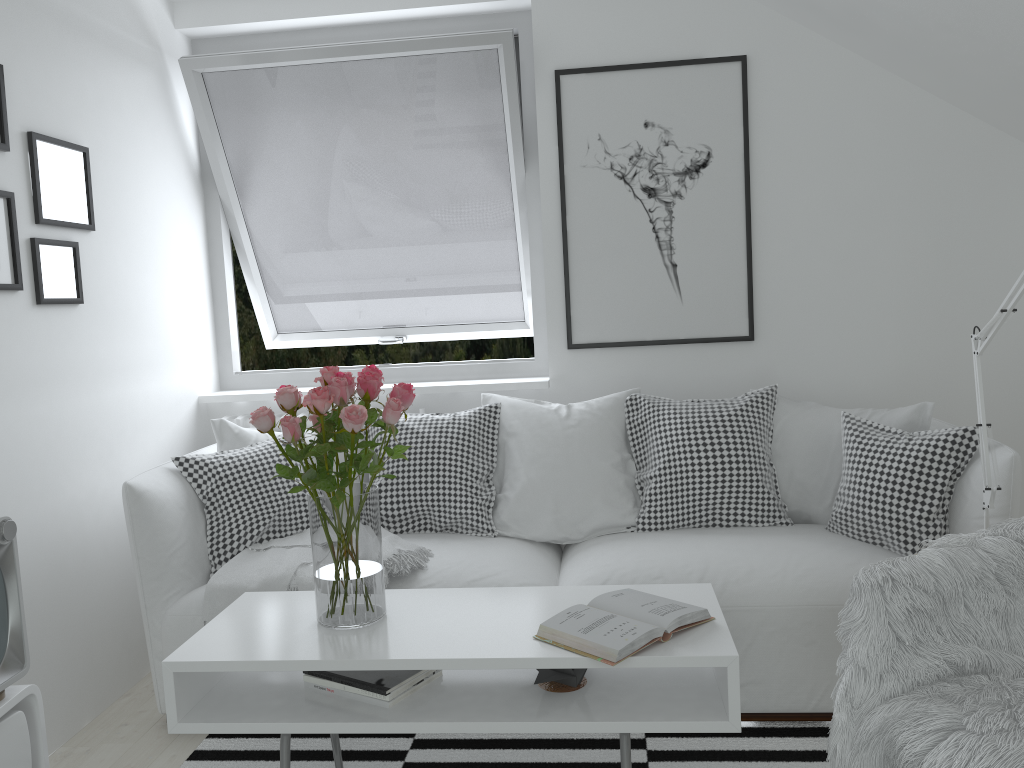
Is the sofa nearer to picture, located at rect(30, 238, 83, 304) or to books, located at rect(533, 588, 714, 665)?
books, located at rect(533, 588, 714, 665)

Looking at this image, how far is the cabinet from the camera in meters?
1.8

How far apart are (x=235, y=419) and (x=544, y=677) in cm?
202

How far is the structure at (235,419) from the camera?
3.51m

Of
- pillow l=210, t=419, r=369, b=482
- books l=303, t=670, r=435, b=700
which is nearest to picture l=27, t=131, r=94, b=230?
→ pillow l=210, t=419, r=369, b=482

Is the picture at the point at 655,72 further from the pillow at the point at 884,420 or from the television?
the television

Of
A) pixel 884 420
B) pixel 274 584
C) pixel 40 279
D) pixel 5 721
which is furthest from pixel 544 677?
pixel 40 279

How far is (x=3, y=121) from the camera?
2.46m

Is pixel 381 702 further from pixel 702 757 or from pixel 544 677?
pixel 702 757

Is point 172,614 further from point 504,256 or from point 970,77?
point 970,77
